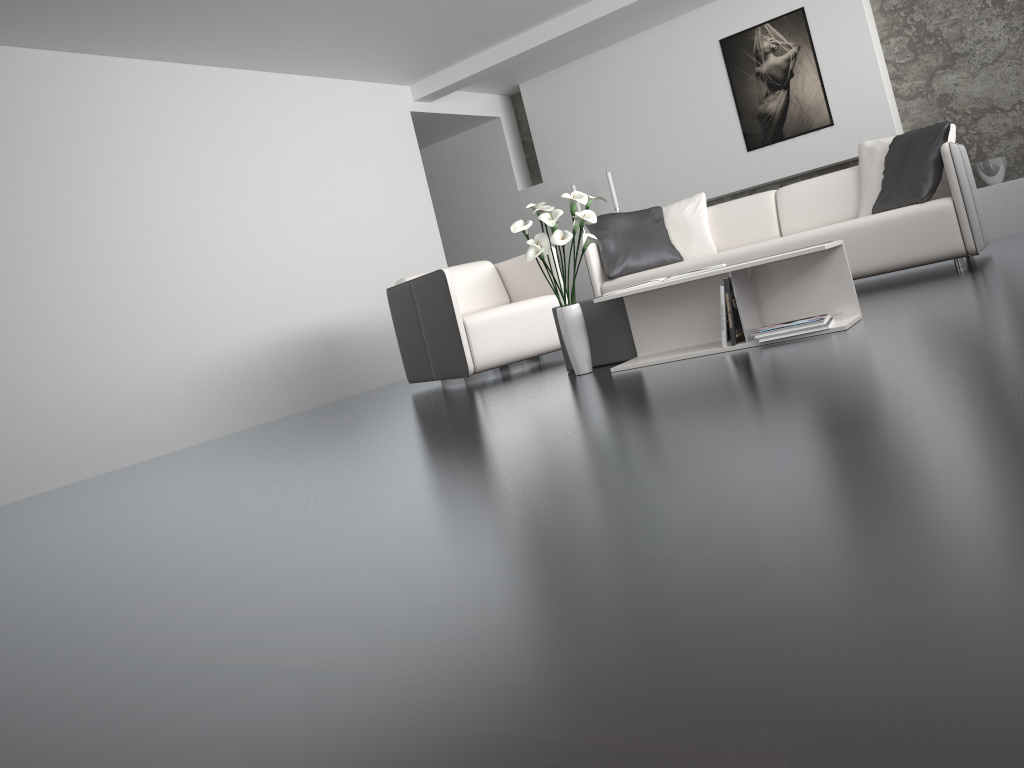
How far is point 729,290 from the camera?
3.38m

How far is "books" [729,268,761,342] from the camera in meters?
3.4 m

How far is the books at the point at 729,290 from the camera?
3.4 meters

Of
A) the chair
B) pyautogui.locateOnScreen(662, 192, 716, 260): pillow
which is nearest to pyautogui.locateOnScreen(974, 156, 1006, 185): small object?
pyautogui.locateOnScreen(662, 192, 716, 260): pillow

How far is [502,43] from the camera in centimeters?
704cm

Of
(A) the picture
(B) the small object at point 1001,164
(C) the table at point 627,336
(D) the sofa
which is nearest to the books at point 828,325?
(C) the table at point 627,336

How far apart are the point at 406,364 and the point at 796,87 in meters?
4.0

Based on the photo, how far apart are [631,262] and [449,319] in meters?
1.5

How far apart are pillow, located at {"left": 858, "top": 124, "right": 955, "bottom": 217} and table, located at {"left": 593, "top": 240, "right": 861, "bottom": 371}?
2.0m

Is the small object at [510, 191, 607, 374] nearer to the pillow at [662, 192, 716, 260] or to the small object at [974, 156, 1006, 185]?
the pillow at [662, 192, 716, 260]
